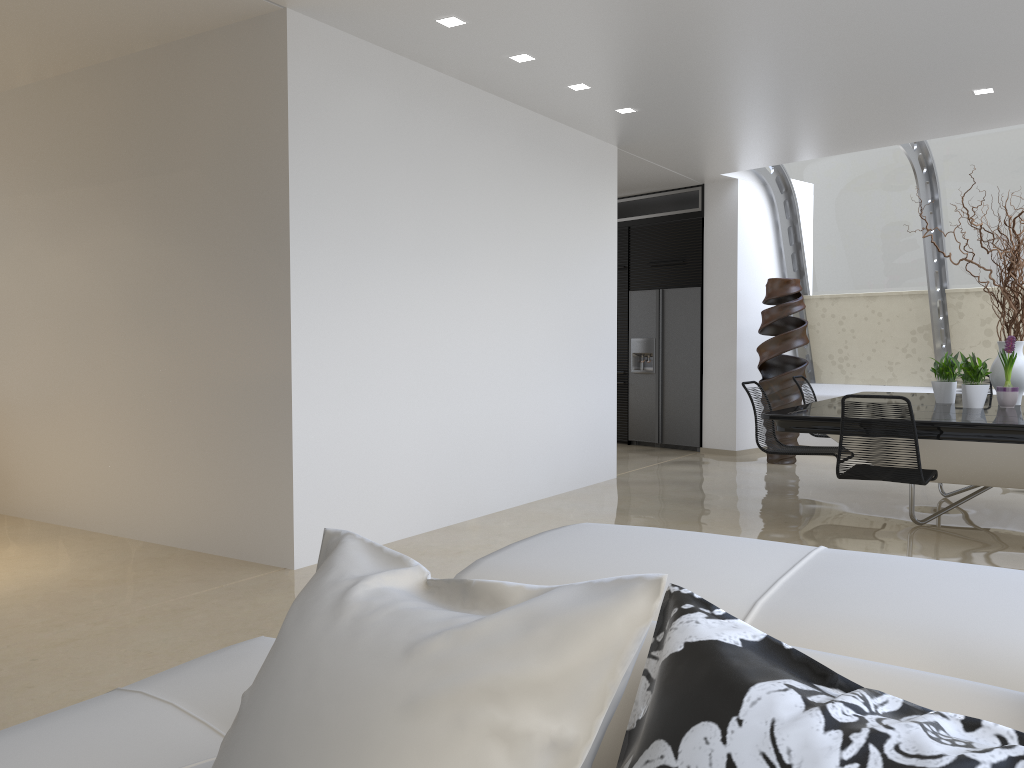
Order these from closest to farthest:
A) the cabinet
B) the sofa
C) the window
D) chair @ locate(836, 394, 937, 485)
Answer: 1. the sofa
2. chair @ locate(836, 394, 937, 485)
3. the window
4. the cabinet

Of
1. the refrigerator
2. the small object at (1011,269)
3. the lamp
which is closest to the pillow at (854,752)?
the lamp

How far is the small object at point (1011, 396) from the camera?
5.8m

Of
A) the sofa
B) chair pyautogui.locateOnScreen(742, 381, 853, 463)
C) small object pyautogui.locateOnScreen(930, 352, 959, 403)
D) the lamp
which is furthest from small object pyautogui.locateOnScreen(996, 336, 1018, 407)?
the sofa

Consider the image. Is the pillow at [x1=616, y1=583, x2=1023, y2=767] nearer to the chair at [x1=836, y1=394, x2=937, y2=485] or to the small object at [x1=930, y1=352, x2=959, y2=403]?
the chair at [x1=836, y1=394, x2=937, y2=485]

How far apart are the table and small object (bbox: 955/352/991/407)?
0.0m

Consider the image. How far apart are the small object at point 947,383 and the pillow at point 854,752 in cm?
594

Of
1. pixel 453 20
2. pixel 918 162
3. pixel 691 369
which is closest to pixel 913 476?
pixel 453 20

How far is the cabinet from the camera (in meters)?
9.68

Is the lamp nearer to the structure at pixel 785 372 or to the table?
the table
